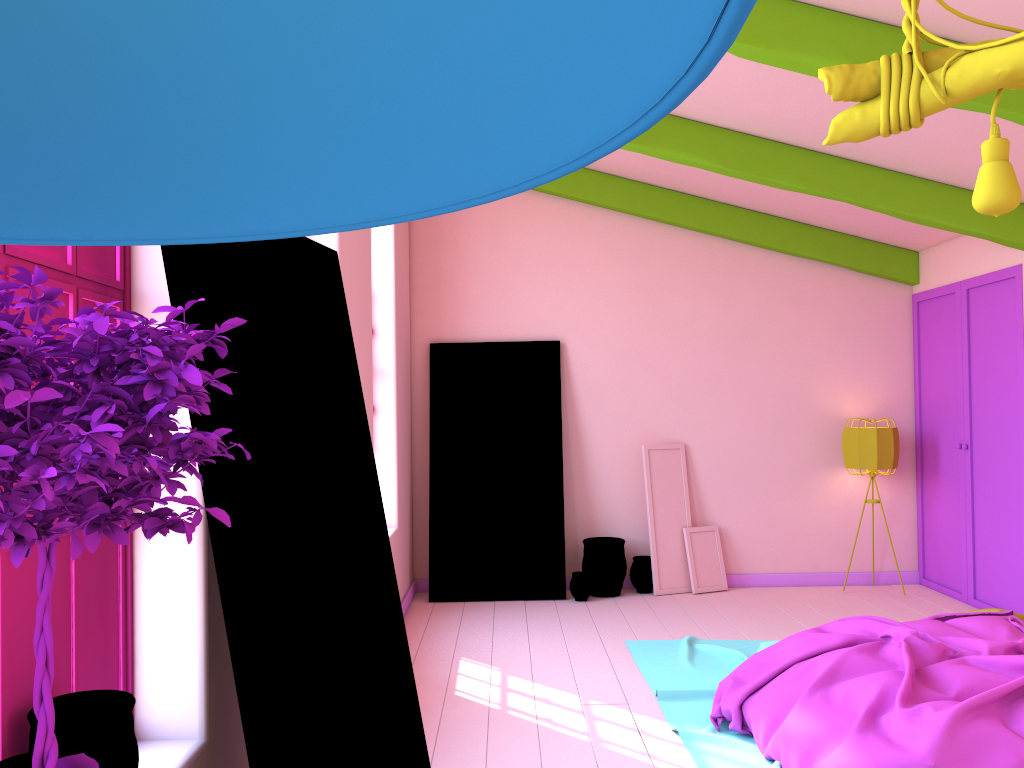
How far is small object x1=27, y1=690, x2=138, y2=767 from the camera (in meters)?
1.82

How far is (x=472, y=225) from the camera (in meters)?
7.90

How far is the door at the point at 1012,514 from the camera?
6.43m

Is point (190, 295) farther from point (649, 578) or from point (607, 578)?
point (649, 578)

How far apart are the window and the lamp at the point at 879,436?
6.4 meters

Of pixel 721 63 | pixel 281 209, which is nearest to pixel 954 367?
pixel 721 63

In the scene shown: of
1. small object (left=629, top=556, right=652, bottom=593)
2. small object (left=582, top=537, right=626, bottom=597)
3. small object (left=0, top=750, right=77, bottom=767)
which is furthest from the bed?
small object (left=0, top=750, right=77, bottom=767)

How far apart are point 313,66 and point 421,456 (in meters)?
7.48

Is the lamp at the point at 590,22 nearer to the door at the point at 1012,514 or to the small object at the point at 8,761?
the small object at the point at 8,761

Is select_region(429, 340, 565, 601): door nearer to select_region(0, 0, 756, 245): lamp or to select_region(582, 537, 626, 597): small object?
select_region(582, 537, 626, 597): small object
